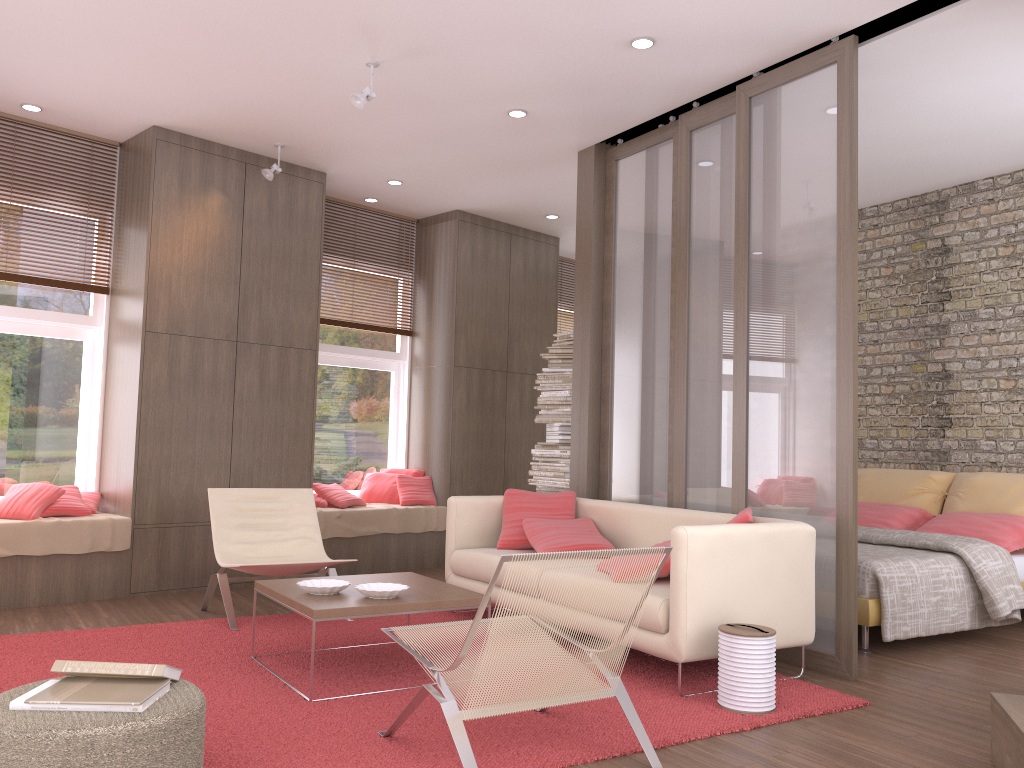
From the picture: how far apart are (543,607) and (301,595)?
1.6 meters

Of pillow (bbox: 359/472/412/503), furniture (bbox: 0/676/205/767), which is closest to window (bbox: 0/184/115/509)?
pillow (bbox: 359/472/412/503)

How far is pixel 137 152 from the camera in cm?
634

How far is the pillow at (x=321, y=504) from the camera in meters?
7.3 m

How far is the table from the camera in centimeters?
373cm

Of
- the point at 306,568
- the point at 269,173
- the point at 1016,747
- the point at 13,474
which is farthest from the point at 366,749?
the point at 269,173

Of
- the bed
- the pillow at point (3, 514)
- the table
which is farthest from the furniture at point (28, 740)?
the bed

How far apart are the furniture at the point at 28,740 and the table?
0.9 meters

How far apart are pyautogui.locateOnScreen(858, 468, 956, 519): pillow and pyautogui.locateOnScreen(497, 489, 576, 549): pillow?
2.8 meters

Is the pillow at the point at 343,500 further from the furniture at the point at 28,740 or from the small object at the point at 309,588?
the furniture at the point at 28,740
